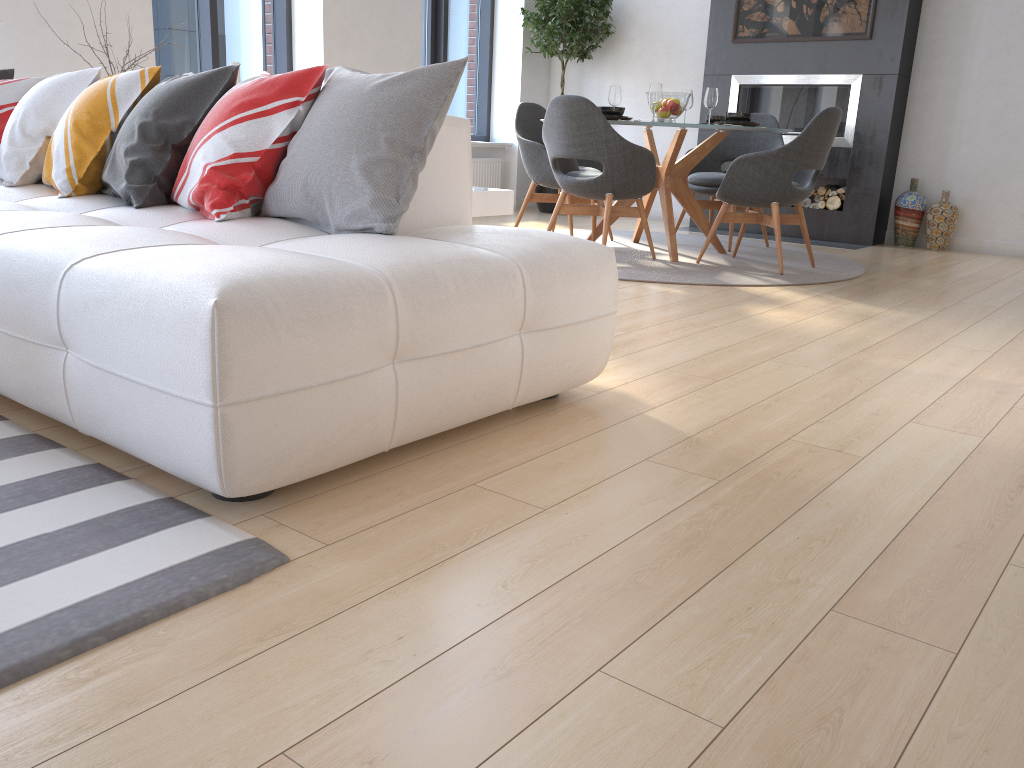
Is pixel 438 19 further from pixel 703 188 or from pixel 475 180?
pixel 703 188

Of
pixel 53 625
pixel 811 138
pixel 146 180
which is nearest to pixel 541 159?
pixel 811 138

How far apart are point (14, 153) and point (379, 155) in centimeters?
160cm

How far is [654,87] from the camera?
5.04m

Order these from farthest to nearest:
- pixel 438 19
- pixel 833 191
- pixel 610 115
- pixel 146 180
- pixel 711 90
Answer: pixel 438 19
pixel 833 191
pixel 711 90
pixel 610 115
pixel 146 180

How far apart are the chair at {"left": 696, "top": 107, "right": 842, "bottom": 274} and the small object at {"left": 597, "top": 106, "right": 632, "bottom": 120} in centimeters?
68cm

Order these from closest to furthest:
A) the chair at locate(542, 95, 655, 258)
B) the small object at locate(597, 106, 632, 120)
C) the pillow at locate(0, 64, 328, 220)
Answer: the pillow at locate(0, 64, 328, 220)
the chair at locate(542, 95, 655, 258)
the small object at locate(597, 106, 632, 120)

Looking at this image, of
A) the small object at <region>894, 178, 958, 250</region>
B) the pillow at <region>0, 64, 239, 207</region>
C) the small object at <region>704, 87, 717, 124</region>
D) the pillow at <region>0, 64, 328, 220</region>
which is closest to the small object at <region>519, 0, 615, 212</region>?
the small object at <region>704, 87, 717, 124</region>

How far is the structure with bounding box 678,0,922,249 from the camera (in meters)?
6.25

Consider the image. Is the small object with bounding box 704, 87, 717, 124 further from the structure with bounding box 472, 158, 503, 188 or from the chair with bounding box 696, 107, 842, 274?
the structure with bounding box 472, 158, 503, 188
